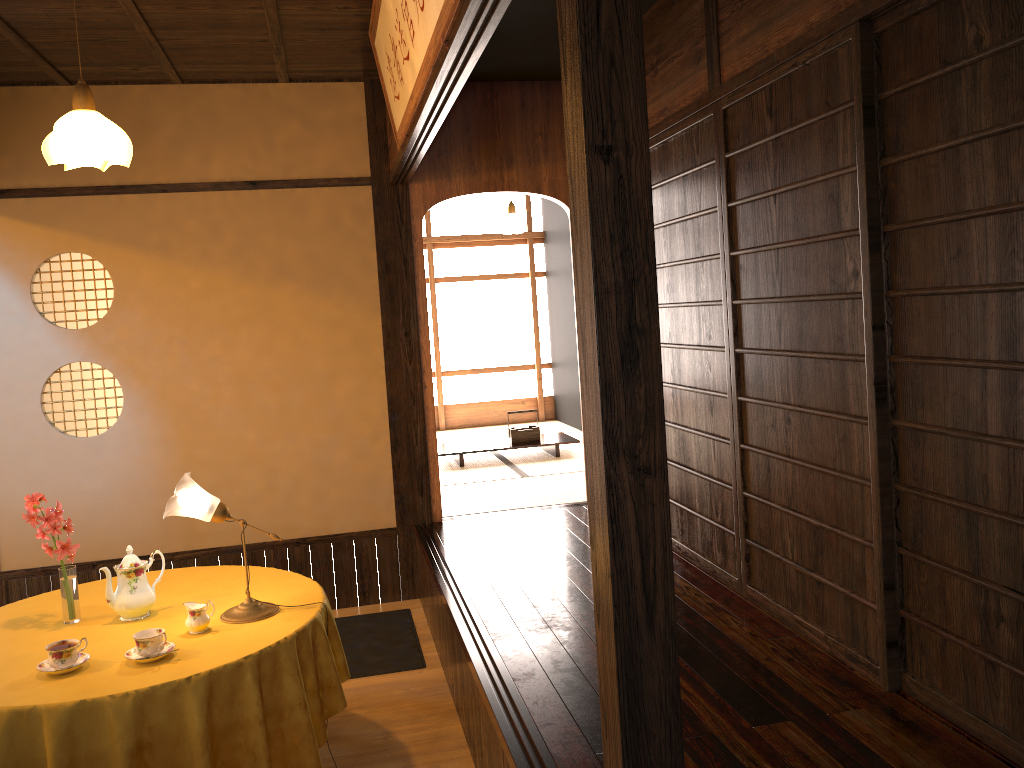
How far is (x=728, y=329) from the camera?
3.6m

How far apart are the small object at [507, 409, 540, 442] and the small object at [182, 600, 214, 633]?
4.67m

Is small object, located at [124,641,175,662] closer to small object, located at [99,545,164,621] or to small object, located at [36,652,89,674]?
small object, located at [36,652,89,674]

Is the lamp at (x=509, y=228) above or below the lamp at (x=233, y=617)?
above

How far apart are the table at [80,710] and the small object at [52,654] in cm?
3

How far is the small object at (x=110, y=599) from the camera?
3.0m

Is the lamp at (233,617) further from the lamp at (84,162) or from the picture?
the picture

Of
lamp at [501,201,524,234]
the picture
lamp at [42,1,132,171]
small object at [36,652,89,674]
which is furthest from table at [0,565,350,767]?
lamp at [501,201,524,234]

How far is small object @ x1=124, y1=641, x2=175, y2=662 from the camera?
2.68m

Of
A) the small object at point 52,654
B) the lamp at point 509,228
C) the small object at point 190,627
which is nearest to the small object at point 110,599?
the small object at point 190,627
